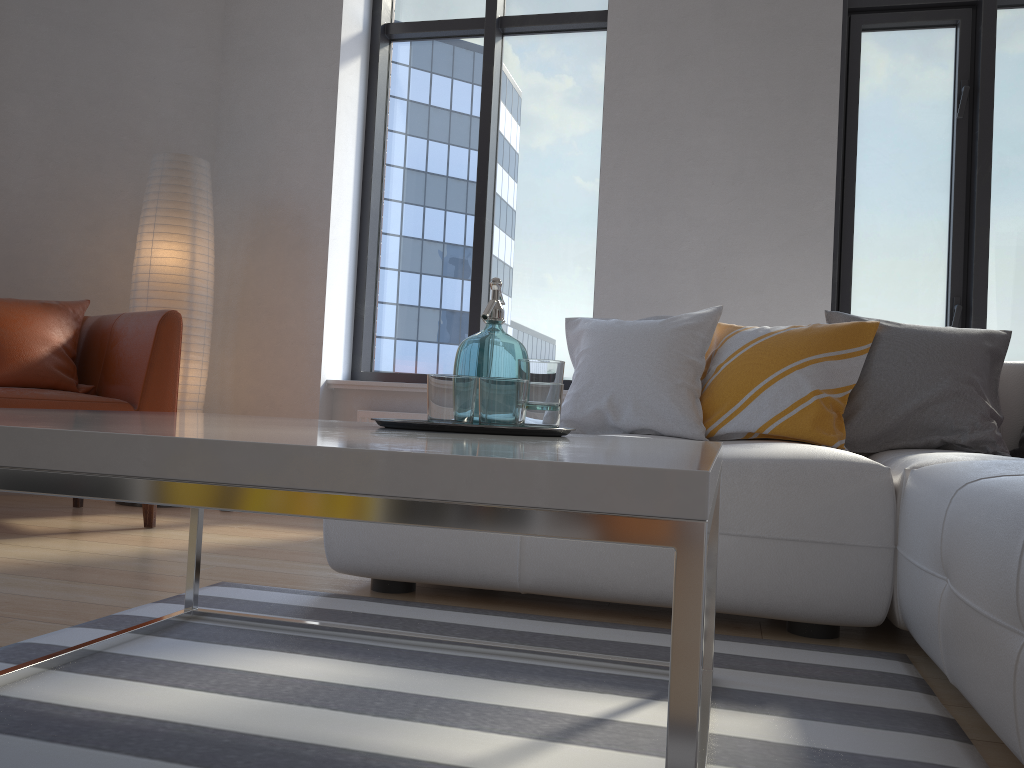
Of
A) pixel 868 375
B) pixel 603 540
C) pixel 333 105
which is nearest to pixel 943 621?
pixel 603 540

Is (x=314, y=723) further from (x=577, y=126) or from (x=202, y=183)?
(x=577, y=126)

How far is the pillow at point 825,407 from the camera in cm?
248

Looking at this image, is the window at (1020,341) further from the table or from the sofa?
the table

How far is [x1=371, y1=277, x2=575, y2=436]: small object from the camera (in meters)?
1.30

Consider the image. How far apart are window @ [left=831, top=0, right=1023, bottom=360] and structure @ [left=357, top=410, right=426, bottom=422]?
2.0m

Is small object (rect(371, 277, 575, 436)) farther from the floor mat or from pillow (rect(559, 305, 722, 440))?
pillow (rect(559, 305, 722, 440))

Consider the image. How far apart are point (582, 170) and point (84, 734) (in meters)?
3.73

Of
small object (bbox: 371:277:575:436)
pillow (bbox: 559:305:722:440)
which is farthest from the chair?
small object (bbox: 371:277:575:436)

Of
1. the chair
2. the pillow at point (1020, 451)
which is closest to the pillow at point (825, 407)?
the pillow at point (1020, 451)
